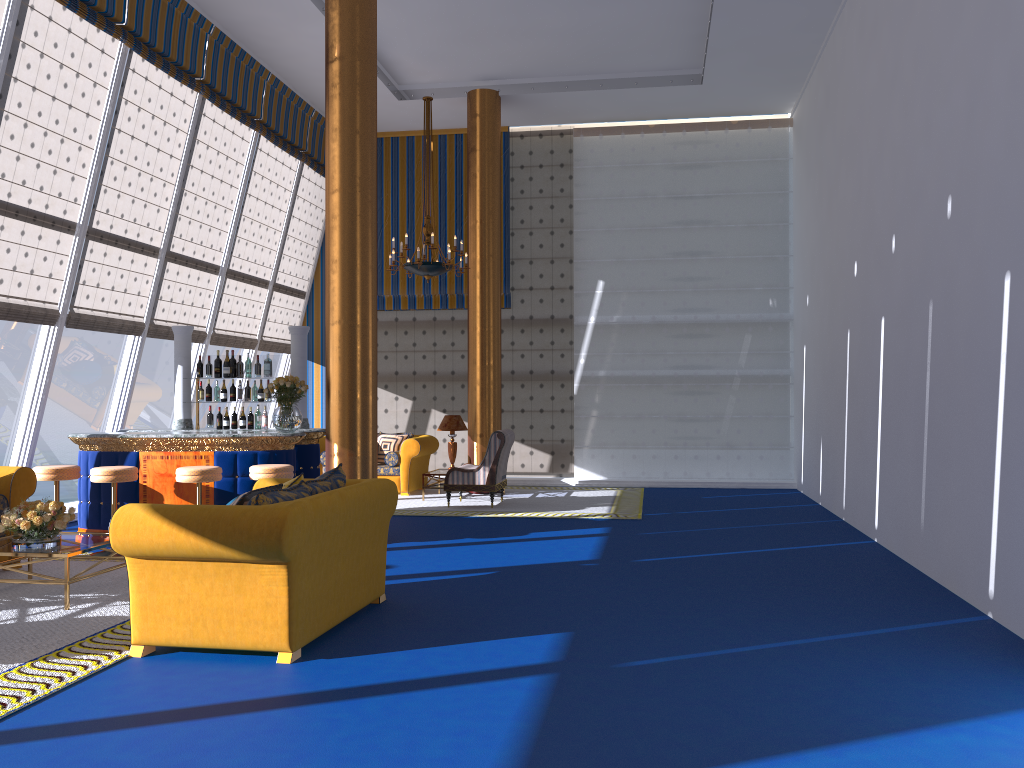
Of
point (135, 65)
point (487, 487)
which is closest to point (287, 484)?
point (487, 487)

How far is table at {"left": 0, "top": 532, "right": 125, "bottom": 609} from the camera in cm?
352

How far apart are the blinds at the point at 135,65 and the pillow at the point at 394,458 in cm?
377

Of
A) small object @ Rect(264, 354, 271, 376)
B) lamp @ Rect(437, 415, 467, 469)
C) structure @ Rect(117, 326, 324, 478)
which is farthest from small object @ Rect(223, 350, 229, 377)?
lamp @ Rect(437, 415, 467, 469)

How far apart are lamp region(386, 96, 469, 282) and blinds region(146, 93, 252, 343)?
2.5m

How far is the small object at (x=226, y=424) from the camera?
9.6 meters

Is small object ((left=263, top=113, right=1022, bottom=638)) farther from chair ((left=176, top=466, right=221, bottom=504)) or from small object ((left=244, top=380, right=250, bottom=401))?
small object ((left=244, top=380, right=250, bottom=401))

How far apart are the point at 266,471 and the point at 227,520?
3.5 meters

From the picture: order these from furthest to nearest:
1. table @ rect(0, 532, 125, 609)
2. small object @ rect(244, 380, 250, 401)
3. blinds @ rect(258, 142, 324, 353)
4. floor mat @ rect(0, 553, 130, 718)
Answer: blinds @ rect(258, 142, 324, 353), small object @ rect(244, 380, 250, 401), floor mat @ rect(0, 553, 130, 718), table @ rect(0, 532, 125, 609)

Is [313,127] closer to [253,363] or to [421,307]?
[421,307]
